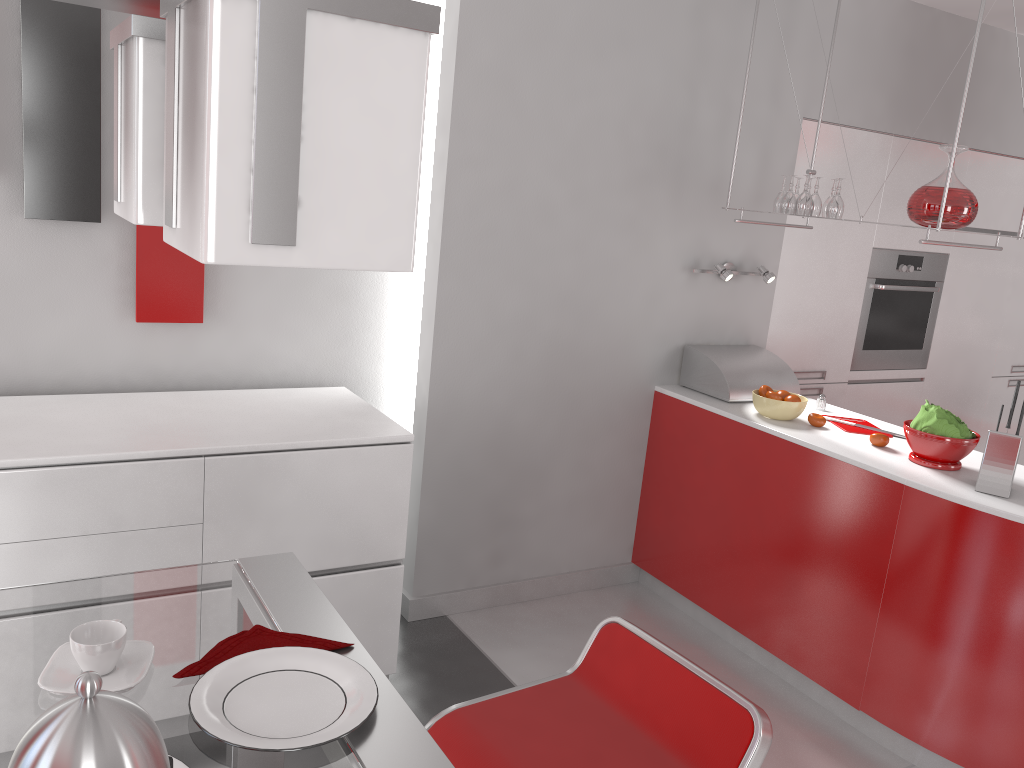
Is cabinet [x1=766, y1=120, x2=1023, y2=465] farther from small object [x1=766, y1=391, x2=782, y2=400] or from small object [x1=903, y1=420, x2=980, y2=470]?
small object [x1=903, y1=420, x2=980, y2=470]

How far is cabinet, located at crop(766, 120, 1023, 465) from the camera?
3.98m

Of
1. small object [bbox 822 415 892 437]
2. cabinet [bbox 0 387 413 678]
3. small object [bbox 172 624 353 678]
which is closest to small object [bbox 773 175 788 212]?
small object [bbox 822 415 892 437]

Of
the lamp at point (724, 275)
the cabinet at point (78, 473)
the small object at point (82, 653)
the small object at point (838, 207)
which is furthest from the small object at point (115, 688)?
the lamp at point (724, 275)

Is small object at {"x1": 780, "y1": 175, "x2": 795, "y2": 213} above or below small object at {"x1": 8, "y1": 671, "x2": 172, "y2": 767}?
above

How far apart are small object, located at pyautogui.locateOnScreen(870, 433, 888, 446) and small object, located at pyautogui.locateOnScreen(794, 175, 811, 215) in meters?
0.8

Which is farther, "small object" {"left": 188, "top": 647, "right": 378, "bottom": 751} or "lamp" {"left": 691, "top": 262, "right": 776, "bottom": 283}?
"lamp" {"left": 691, "top": 262, "right": 776, "bottom": 283}

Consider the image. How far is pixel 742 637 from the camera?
3.4 meters

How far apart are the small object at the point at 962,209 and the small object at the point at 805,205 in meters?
0.4

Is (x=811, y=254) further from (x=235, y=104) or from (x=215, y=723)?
(x=235, y=104)
